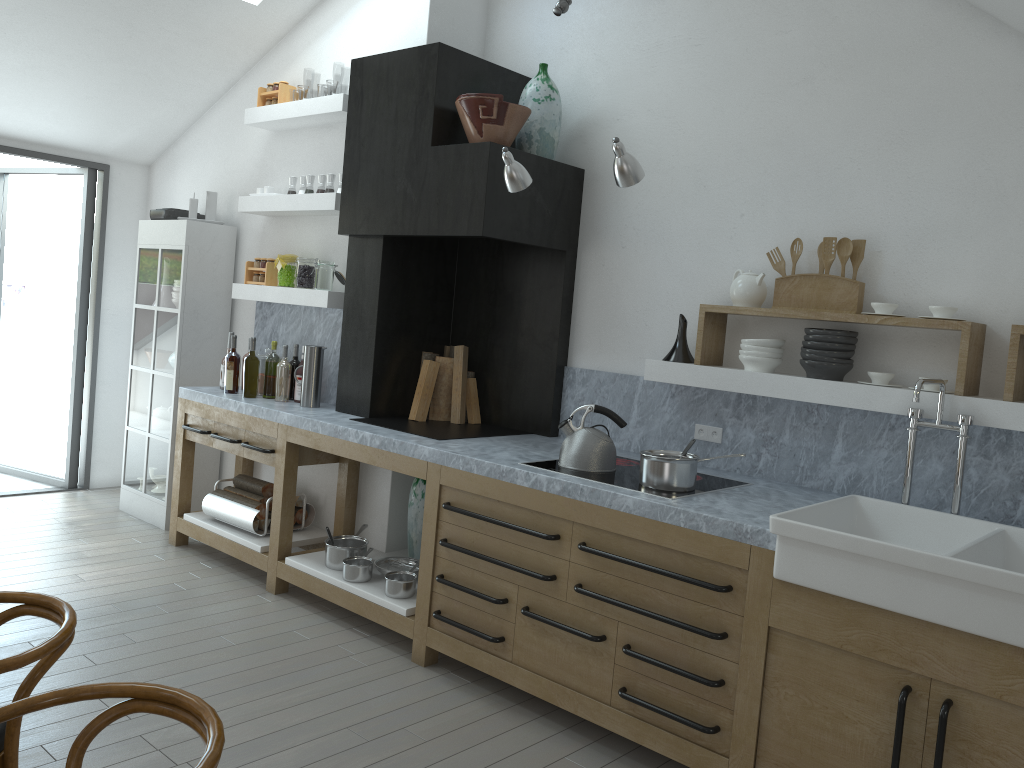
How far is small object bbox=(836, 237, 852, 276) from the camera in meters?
3.5

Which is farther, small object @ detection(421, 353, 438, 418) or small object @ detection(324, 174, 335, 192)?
small object @ detection(324, 174, 335, 192)

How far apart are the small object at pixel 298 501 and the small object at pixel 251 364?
0.7m

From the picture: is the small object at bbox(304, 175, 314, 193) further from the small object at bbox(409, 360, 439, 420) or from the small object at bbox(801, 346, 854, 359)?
the small object at bbox(801, 346, 854, 359)

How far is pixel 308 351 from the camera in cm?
489

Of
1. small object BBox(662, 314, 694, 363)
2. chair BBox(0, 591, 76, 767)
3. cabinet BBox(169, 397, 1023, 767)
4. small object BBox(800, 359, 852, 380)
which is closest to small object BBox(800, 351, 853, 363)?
small object BBox(800, 359, 852, 380)

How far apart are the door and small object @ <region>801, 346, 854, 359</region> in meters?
5.3

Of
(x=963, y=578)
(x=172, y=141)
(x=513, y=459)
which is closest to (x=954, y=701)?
(x=963, y=578)

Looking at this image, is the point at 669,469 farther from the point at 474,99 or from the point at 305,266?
the point at 305,266

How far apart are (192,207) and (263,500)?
2.0 meters
